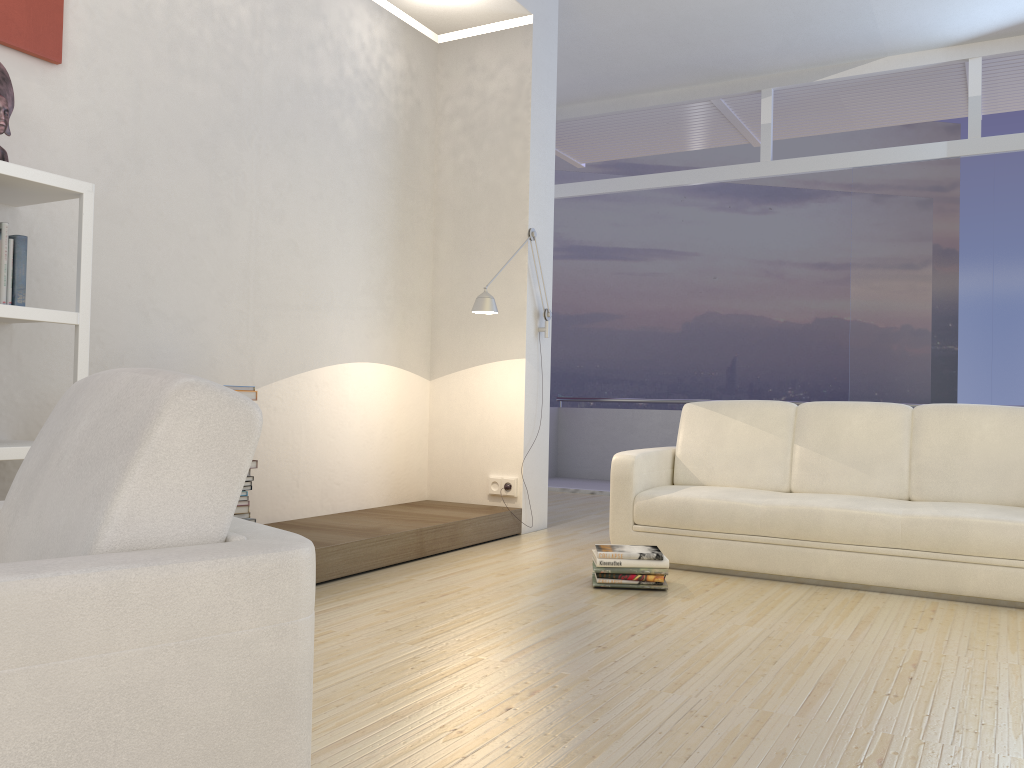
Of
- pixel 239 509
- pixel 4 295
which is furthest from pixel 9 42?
pixel 239 509

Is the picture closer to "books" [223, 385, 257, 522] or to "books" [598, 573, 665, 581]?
"books" [223, 385, 257, 522]

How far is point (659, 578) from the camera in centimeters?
387cm

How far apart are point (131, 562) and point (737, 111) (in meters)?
7.76

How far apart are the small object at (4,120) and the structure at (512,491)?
3.27m

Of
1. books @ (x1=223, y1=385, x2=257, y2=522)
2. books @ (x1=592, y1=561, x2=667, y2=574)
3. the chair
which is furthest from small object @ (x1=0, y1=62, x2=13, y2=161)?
books @ (x1=592, y1=561, x2=667, y2=574)

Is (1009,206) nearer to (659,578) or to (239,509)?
(659,578)

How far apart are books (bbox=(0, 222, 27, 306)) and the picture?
0.85m

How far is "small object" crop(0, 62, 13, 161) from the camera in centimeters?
302cm

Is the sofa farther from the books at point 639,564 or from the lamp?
the lamp
